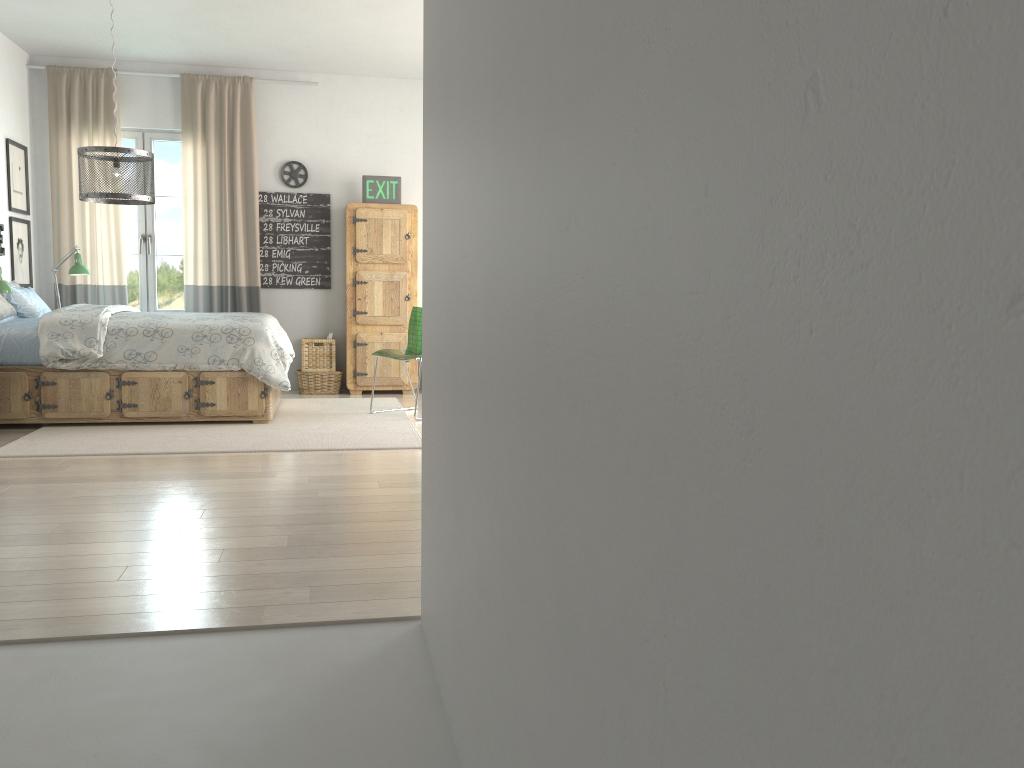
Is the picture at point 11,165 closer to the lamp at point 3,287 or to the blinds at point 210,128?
the blinds at point 210,128

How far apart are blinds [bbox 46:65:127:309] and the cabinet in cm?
177

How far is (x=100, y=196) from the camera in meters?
4.6

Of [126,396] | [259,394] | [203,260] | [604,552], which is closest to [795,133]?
[604,552]

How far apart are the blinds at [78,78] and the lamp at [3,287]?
2.0 meters

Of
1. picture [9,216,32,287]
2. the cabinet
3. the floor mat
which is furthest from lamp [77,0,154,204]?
the cabinet

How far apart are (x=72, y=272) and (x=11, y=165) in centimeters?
90cm

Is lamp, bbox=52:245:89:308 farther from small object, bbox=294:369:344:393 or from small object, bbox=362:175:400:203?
small object, bbox=362:175:400:203

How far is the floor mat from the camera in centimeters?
477cm

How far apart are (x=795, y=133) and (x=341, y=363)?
7.4m
